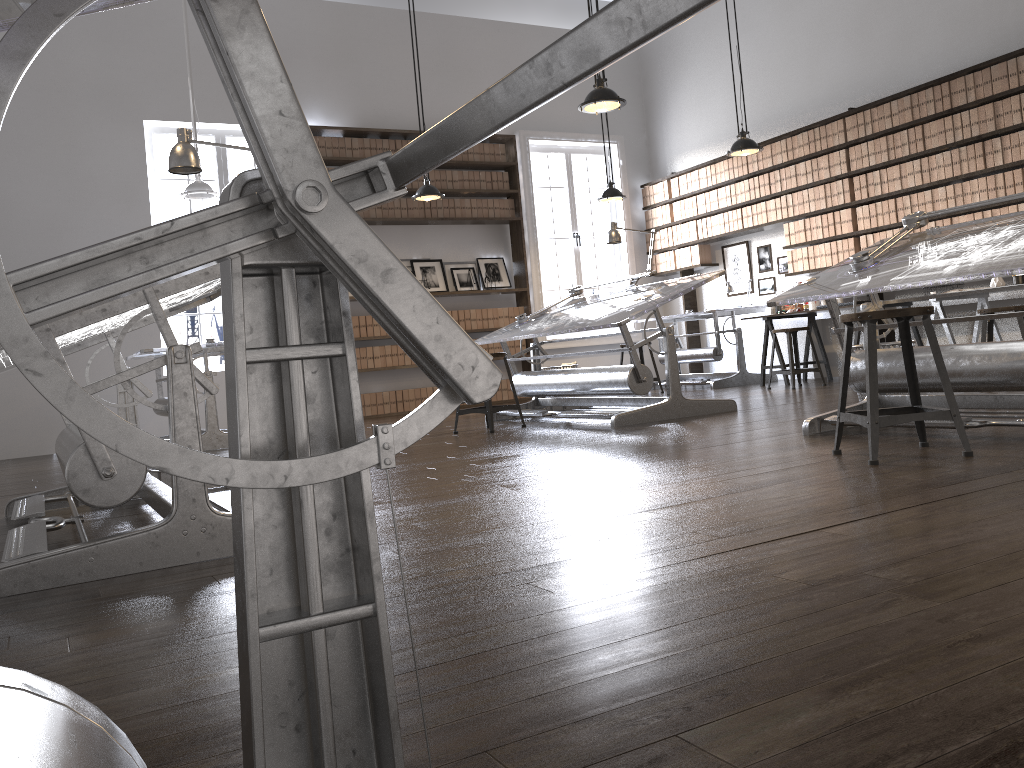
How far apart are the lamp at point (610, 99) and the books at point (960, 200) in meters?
3.3

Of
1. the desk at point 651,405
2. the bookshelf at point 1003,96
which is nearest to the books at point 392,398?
the desk at point 651,405

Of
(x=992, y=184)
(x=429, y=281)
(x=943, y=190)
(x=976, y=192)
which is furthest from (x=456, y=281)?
(x=992, y=184)

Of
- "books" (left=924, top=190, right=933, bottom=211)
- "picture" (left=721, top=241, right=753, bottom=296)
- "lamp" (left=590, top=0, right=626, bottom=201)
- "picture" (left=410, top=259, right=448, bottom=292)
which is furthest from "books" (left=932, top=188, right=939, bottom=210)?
"picture" (left=410, top=259, right=448, bottom=292)

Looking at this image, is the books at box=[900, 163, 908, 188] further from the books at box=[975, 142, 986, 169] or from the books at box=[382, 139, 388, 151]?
the books at box=[382, 139, 388, 151]

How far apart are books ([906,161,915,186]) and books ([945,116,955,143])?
0.4 meters

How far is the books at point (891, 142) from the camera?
7.6m

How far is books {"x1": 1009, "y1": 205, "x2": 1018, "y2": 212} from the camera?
6.7 meters

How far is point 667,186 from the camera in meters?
10.3 m

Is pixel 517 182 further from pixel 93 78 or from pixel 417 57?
pixel 93 78
